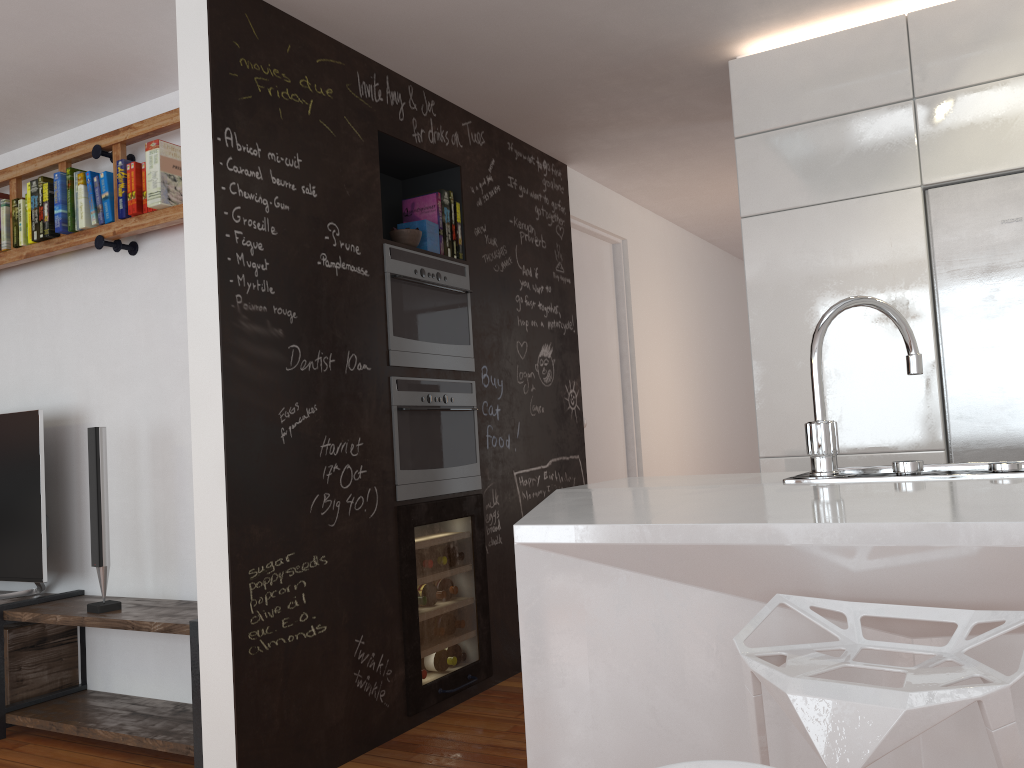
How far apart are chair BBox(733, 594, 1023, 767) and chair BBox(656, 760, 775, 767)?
0.3m

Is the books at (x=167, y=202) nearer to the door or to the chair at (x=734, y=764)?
the door

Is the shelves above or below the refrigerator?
below

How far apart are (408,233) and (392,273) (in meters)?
0.22

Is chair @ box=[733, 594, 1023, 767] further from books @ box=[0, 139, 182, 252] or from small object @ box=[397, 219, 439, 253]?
books @ box=[0, 139, 182, 252]

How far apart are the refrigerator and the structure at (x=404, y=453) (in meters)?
1.78

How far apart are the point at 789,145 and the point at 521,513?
1.9 meters

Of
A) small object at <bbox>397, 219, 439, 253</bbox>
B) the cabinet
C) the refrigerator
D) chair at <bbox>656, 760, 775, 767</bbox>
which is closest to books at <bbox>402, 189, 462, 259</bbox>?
small object at <bbox>397, 219, 439, 253</bbox>

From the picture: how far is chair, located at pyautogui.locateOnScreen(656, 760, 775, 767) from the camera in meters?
0.8

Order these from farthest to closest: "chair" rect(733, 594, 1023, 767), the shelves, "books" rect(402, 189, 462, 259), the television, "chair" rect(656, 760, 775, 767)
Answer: "books" rect(402, 189, 462, 259) < the television < the shelves < "chair" rect(733, 594, 1023, 767) < "chair" rect(656, 760, 775, 767)
